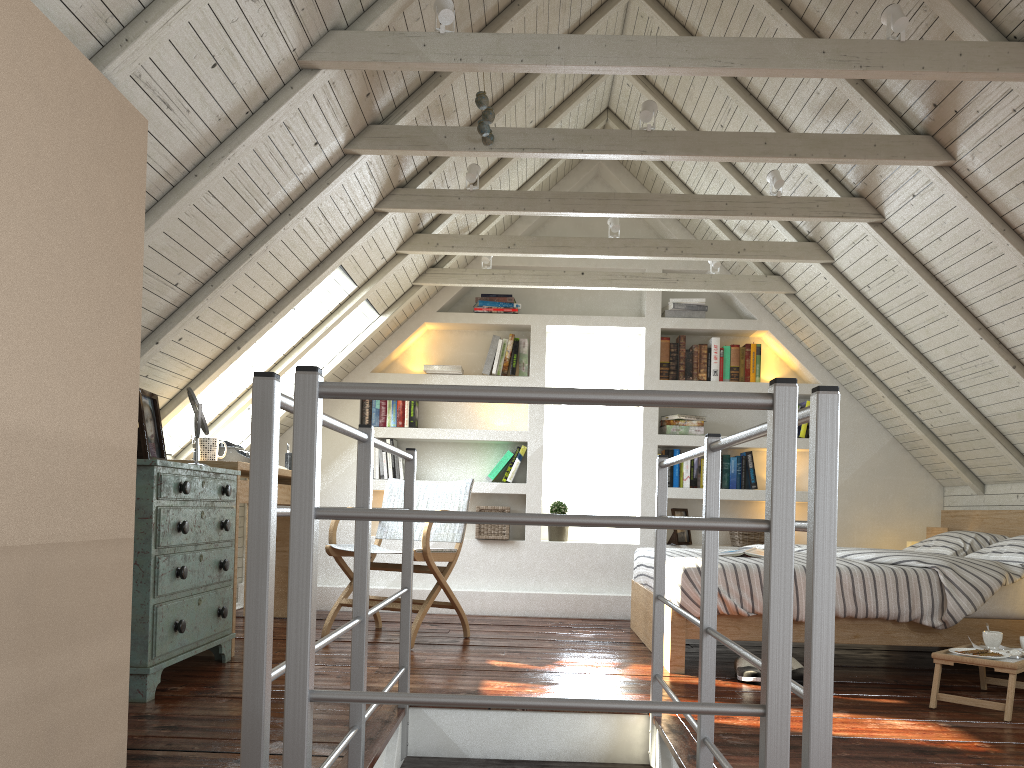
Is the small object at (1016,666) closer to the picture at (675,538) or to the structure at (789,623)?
the structure at (789,623)

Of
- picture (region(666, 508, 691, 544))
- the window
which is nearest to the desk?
the window

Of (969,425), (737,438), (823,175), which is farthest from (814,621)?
(969,425)

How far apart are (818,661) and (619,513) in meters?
4.4

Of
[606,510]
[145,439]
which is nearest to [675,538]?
[606,510]

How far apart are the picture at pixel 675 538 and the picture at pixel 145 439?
3.06m

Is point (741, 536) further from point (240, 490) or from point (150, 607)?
point (150, 607)

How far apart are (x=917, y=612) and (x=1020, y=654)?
0.5 meters

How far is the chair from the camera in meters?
4.0 m

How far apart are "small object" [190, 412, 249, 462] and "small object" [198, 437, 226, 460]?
0.3 meters
